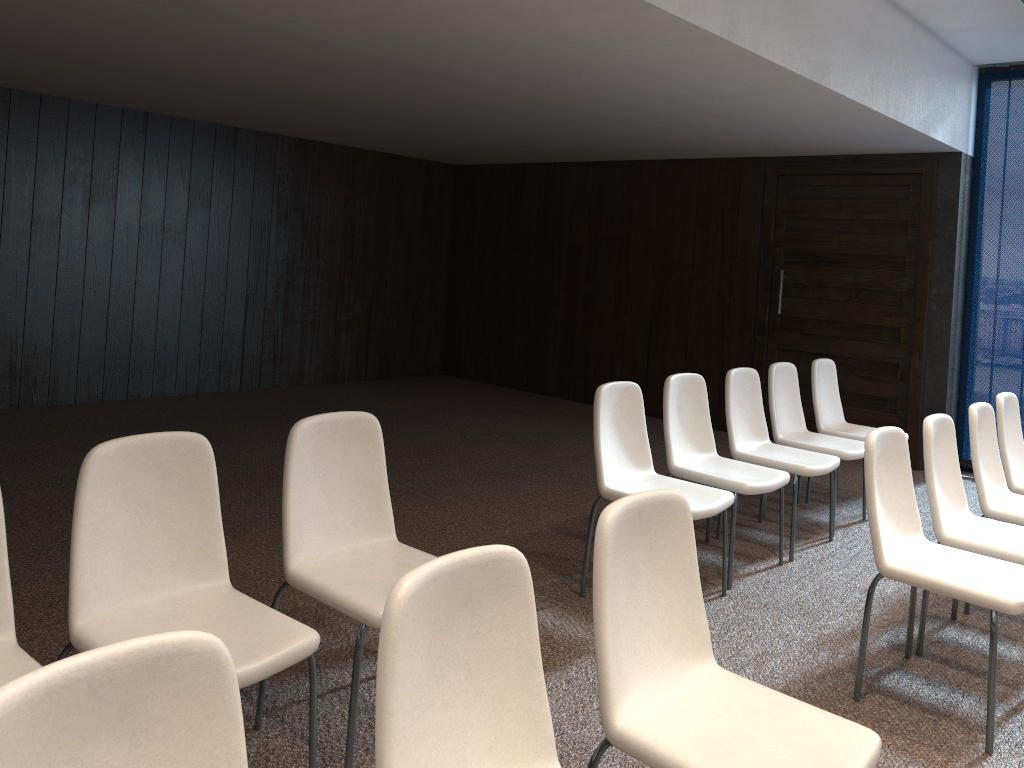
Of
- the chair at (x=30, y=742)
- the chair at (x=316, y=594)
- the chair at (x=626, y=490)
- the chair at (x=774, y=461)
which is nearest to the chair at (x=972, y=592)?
the chair at (x=626, y=490)

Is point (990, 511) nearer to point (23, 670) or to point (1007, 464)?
point (1007, 464)

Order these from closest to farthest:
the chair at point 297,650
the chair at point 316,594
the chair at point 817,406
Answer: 1. the chair at point 297,650
2. the chair at point 316,594
3. the chair at point 817,406

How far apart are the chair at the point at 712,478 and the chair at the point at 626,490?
0.2 meters

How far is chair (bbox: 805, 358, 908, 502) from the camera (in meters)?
5.68

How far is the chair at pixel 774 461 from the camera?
4.65m

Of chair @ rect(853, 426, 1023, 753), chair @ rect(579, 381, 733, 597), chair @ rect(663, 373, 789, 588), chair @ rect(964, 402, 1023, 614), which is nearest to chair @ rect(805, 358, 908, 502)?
chair @ rect(964, 402, 1023, 614)

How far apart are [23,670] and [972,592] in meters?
2.8 m

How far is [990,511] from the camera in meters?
4.0

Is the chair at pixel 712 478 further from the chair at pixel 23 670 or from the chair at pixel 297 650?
the chair at pixel 23 670
